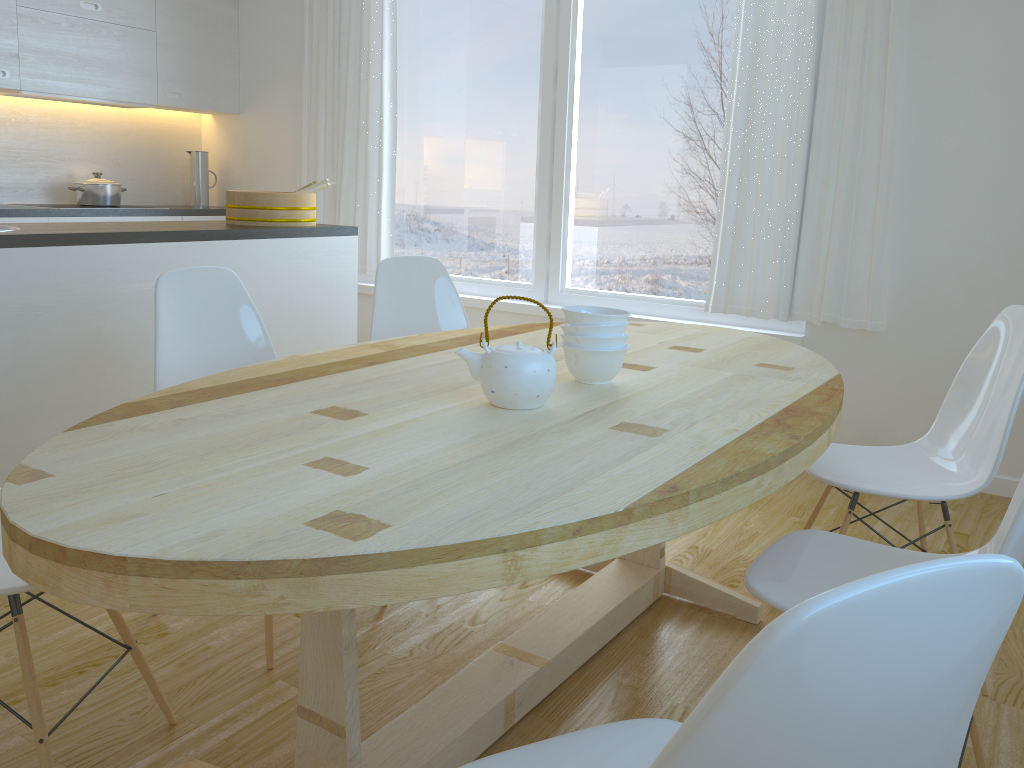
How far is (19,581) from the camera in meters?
1.5 m

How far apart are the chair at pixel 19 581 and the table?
0.26m

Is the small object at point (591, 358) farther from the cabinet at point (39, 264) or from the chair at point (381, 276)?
the cabinet at point (39, 264)

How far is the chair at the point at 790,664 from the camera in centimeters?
56cm

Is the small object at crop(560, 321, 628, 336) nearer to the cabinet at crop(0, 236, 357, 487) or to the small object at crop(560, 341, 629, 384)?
the small object at crop(560, 341, 629, 384)

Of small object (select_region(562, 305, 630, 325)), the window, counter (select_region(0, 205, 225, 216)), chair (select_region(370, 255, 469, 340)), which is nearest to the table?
small object (select_region(562, 305, 630, 325))

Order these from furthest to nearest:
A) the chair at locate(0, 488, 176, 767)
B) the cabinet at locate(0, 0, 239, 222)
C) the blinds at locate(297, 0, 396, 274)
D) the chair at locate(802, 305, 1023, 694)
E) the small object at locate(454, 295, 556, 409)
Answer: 1. the blinds at locate(297, 0, 396, 274)
2. the cabinet at locate(0, 0, 239, 222)
3. the chair at locate(802, 305, 1023, 694)
4. the small object at locate(454, 295, 556, 409)
5. the chair at locate(0, 488, 176, 767)

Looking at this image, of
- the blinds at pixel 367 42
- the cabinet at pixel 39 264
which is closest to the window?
the blinds at pixel 367 42

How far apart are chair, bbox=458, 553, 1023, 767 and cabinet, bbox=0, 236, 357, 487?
2.3m

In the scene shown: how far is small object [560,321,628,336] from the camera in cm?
186
